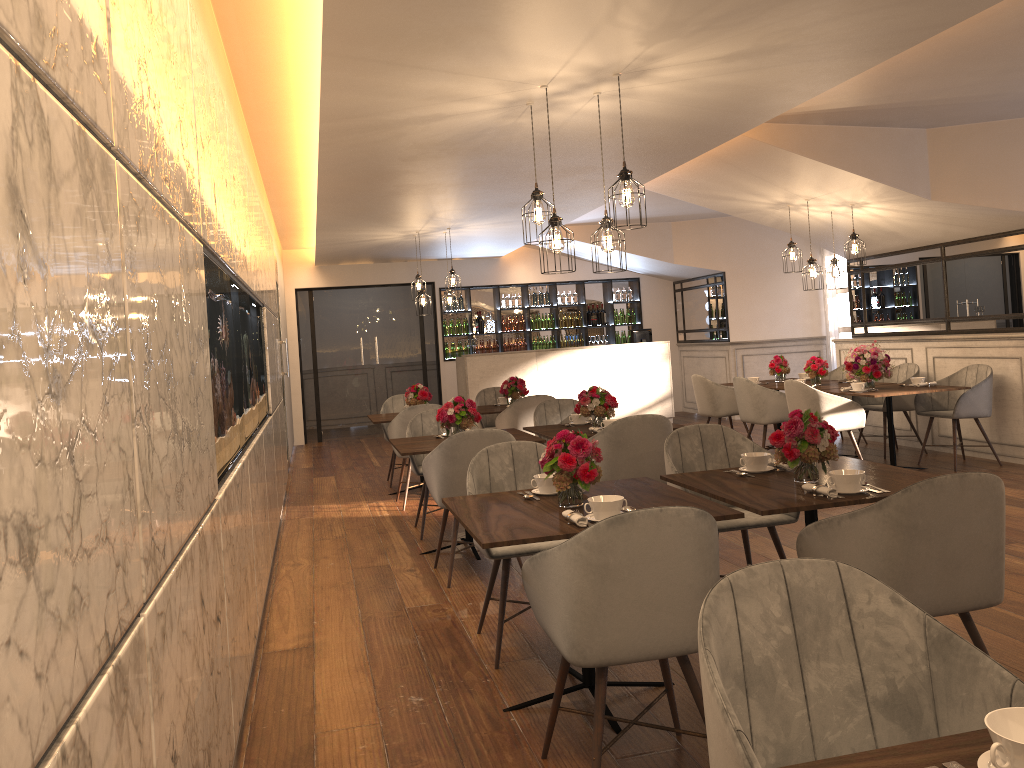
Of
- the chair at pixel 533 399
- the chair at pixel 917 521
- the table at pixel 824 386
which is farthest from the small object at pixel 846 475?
the table at pixel 824 386

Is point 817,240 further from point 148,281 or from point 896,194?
point 148,281

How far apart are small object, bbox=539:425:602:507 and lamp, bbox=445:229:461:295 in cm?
670

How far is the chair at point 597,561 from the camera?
2.4 meters

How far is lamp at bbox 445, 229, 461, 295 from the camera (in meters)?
9.90

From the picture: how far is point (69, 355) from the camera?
1.15m

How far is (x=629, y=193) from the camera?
4.35m

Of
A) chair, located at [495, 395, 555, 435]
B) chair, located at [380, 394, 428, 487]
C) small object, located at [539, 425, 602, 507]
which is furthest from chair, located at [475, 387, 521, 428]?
small object, located at [539, 425, 602, 507]

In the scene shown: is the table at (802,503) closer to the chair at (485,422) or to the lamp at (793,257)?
the lamp at (793,257)

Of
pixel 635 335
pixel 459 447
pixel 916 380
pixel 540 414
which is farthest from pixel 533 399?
pixel 635 335
